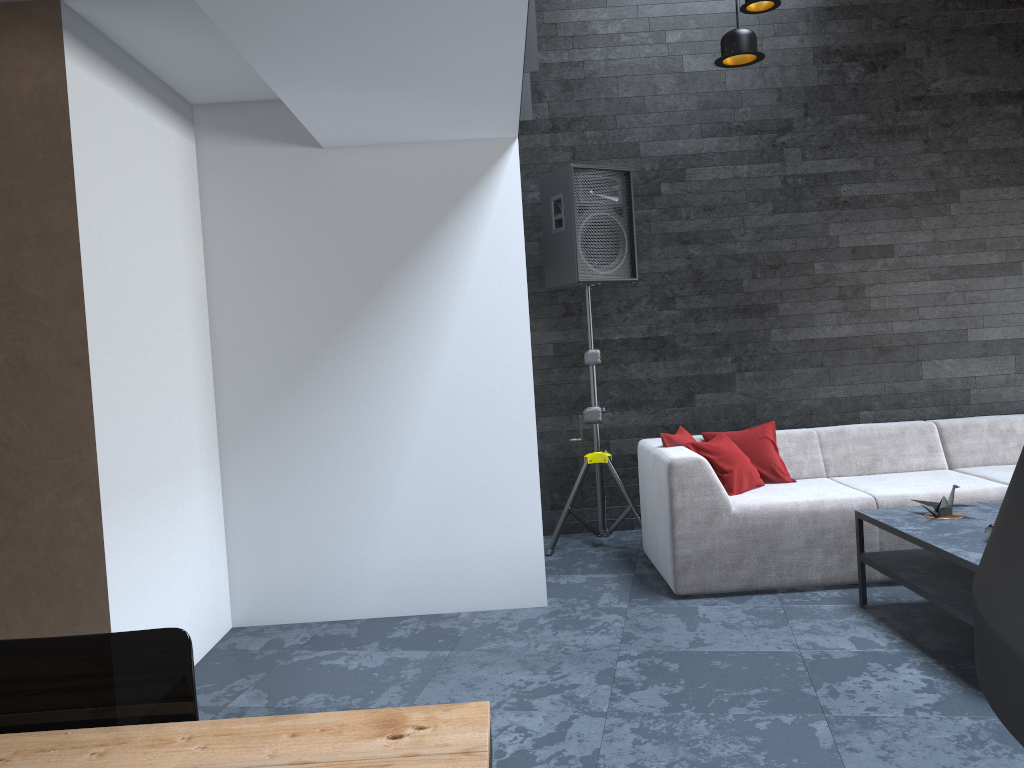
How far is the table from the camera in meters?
1.2

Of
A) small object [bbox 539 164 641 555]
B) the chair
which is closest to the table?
the chair

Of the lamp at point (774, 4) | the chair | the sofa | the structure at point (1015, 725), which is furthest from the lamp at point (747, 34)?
the chair

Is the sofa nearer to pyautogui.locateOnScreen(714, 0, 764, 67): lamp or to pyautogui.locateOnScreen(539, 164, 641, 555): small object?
pyautogui.locateOnScreen(539, 164, 641, 555): small object

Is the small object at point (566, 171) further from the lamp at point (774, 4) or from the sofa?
the lamp at point (774, 4)

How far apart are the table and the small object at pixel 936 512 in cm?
297

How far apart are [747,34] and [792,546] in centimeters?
232cm

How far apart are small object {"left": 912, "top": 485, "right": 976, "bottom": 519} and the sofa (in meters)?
0.46

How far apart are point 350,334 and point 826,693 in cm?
254

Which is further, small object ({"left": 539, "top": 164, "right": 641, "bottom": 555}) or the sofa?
small object ({"left": 539, "top": 164, "right": 641, "bottom": 555})
